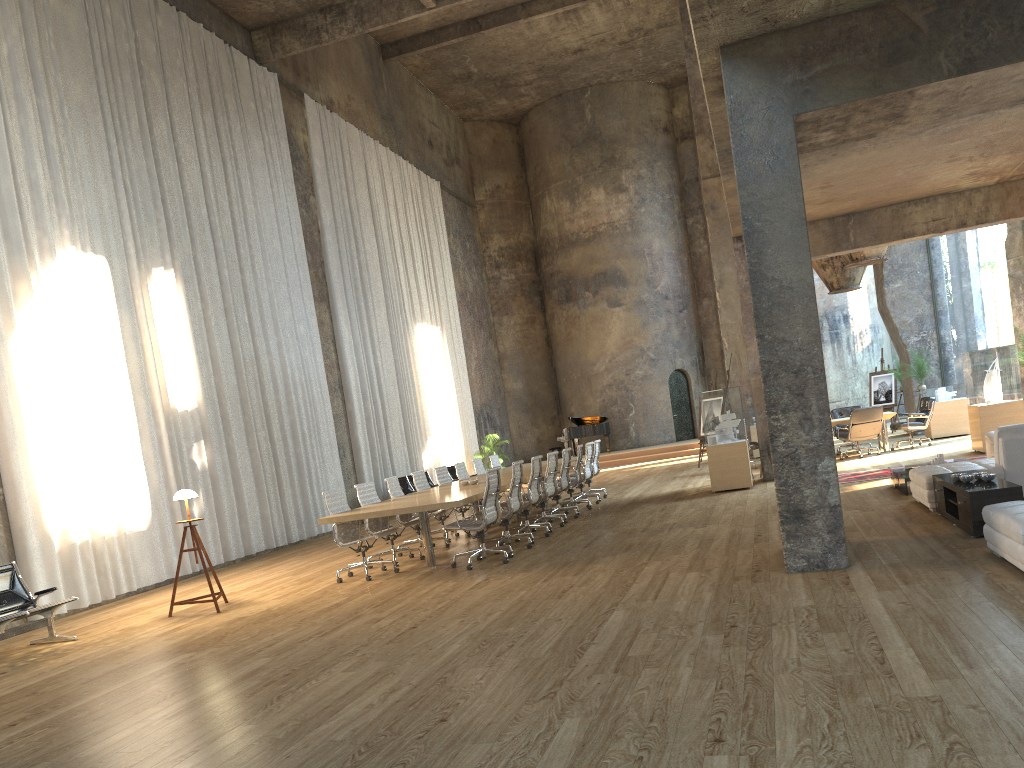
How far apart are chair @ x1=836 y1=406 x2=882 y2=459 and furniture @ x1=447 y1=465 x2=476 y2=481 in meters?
8.7

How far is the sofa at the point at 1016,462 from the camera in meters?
8.1 m

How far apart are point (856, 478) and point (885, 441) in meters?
4.2

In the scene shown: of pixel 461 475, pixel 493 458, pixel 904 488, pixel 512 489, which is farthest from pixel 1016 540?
pixel 493 458

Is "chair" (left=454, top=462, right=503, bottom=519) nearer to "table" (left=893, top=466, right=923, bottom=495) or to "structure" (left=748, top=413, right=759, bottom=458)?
"table" (left=893, top=466, right=923, bottom=495)

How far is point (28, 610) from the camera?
7.8m

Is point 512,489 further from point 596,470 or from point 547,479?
point 596,470

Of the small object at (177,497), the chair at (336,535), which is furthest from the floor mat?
the small object at (177,497)

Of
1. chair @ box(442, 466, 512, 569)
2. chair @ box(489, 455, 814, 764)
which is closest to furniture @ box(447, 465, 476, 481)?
chair @ box(489, 455, 814, 764)

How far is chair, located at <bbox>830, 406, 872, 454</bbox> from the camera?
17.5m
